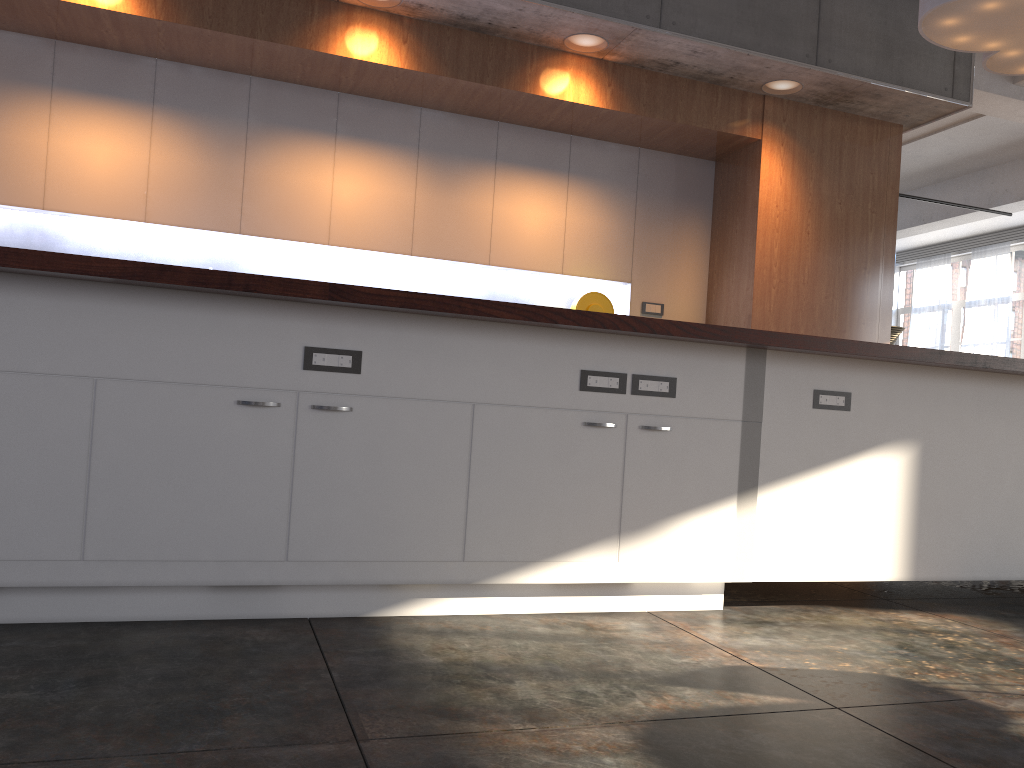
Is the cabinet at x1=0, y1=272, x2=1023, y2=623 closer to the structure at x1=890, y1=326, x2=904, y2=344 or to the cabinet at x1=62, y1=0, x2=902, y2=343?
the cabinet at x1=62, y1=0, x2=902, y2=343

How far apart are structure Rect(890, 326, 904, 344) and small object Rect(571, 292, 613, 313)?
9.14m

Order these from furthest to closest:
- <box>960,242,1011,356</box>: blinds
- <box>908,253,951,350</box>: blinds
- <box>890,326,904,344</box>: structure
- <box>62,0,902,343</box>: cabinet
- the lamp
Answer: <box>908,253,951,350</box>: blinds → <box>960,242,1011,356</box>: blinds → <box>890,326,904,344</box>: structure → <box>62,0,902,343</box>: cabinet → the lamp

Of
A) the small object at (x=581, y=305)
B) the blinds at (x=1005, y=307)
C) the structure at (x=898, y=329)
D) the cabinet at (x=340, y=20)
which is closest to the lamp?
the cabinet at (x=340, y=20)

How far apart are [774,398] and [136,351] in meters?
2.0 m

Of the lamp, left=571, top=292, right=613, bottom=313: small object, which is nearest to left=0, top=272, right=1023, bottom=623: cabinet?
the lamp

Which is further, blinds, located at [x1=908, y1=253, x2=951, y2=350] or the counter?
blinds, located at [x1=908, y1=253, x2=951, y2=350]

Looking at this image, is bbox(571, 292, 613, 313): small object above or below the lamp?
below

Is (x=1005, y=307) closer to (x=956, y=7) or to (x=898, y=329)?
(x=898, y=329)

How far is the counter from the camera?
2.26m
